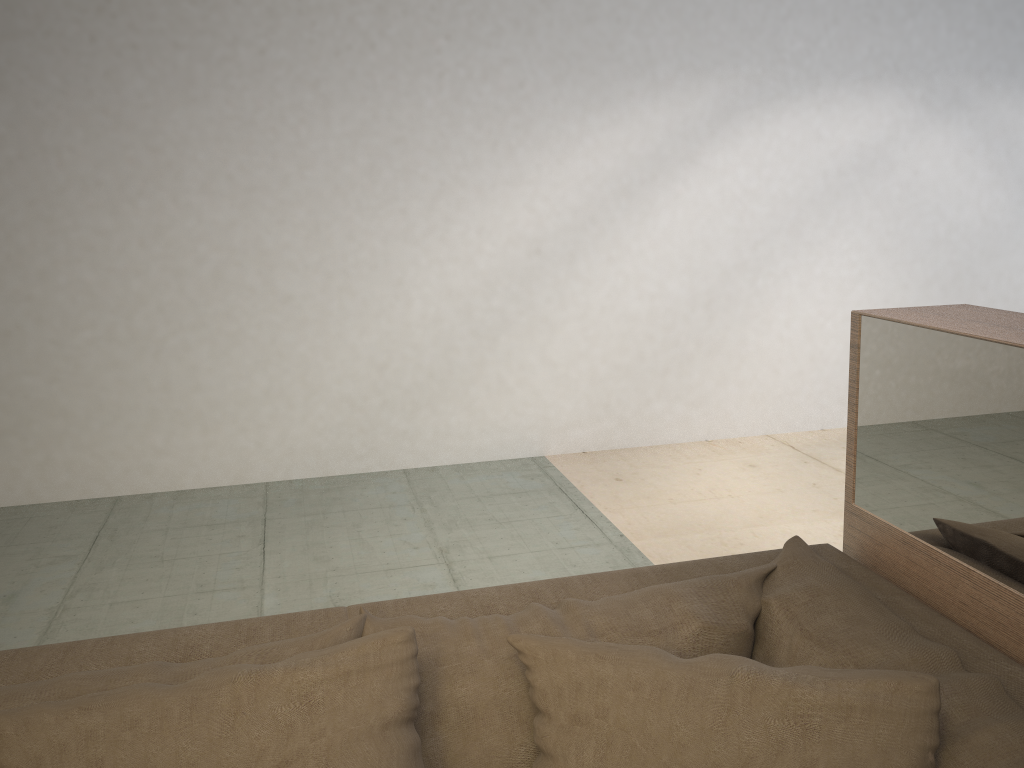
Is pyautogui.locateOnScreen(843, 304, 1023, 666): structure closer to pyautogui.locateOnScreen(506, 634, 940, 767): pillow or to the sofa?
the sofa

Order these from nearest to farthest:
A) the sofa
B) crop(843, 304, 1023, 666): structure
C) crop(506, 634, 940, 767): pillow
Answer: crop(506, 634, 940, 767): pillow
the sofa
crop(843, 304, 1023, 666): structure

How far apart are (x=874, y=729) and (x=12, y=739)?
0.9m

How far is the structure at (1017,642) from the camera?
1.2 meters

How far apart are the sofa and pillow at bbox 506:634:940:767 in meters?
0.0

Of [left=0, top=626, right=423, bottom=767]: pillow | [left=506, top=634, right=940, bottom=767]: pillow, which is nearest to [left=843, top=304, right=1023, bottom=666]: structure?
[left=506, top=634, right=940, bottom=767]: pillow

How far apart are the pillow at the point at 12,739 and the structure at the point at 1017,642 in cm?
78

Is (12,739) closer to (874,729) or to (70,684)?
(70,684)

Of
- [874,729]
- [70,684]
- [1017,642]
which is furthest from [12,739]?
[1017,642]

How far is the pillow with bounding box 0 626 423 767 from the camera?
0.9 meters
